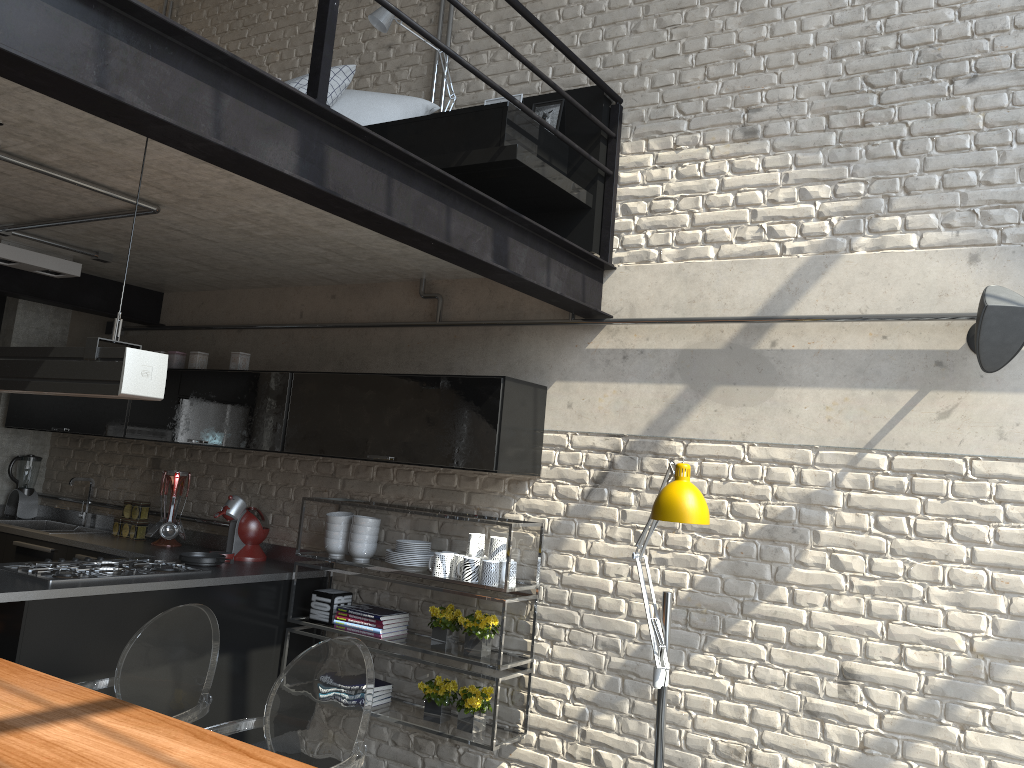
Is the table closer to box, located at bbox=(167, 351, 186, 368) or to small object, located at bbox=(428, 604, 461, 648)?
small object, located at bbox=(428, 604, 461, 648)

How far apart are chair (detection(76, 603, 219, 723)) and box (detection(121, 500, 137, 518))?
2.3m

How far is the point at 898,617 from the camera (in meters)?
3.29

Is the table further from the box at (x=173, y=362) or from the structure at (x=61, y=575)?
the box at (x=173, y=362)

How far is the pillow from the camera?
4.36m

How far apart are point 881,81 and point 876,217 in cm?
56

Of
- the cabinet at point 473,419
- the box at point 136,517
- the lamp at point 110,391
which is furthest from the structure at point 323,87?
the box at point 136,517

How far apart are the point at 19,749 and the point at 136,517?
3.2 meters

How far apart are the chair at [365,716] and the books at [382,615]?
1.3m

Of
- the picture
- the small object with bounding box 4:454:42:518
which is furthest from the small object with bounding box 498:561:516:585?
the small object with bounding box 4:454:42:518
